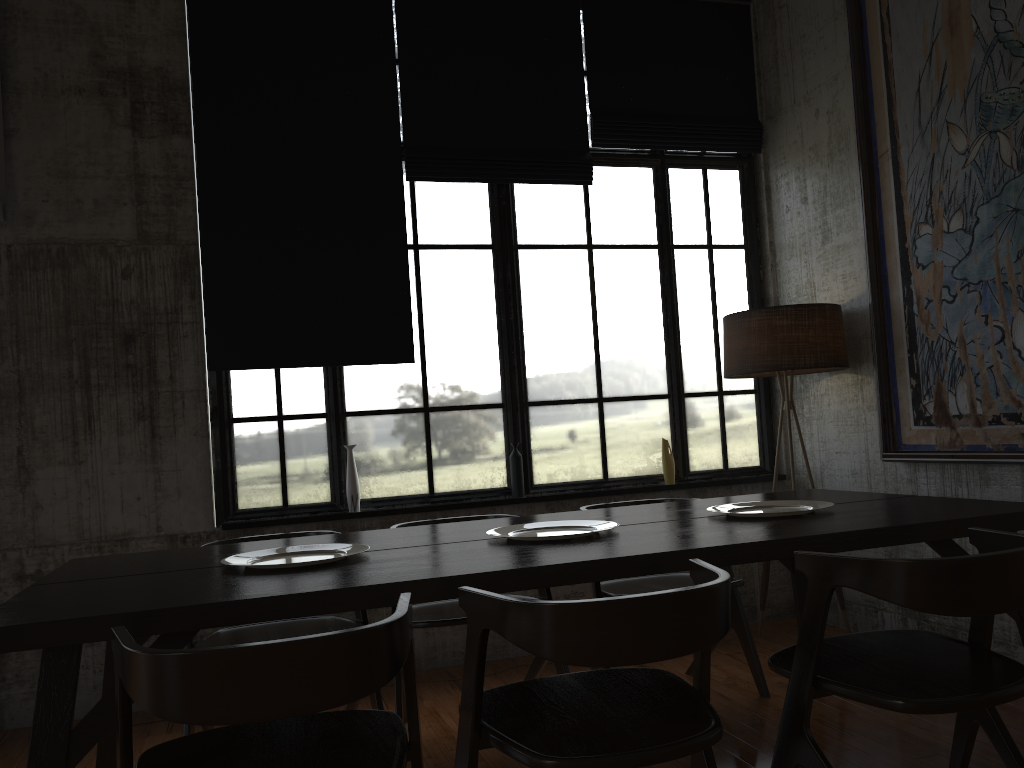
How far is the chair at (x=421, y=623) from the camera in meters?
3.9

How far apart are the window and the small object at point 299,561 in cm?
193

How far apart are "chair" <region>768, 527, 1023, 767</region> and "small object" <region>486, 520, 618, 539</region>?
0.8 meters

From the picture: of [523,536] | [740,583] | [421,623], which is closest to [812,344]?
[740,583]

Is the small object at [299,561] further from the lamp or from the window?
the lamp

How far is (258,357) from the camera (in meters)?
5.24

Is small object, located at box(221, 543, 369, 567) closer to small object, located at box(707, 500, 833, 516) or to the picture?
small object, located at box(707, 500, 833, 516)

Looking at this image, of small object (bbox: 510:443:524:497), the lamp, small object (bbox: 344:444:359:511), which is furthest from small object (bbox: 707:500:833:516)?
small object (bbox: 344:444:359:511)

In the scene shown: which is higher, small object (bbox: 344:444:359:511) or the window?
the window

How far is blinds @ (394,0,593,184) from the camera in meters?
5.6
